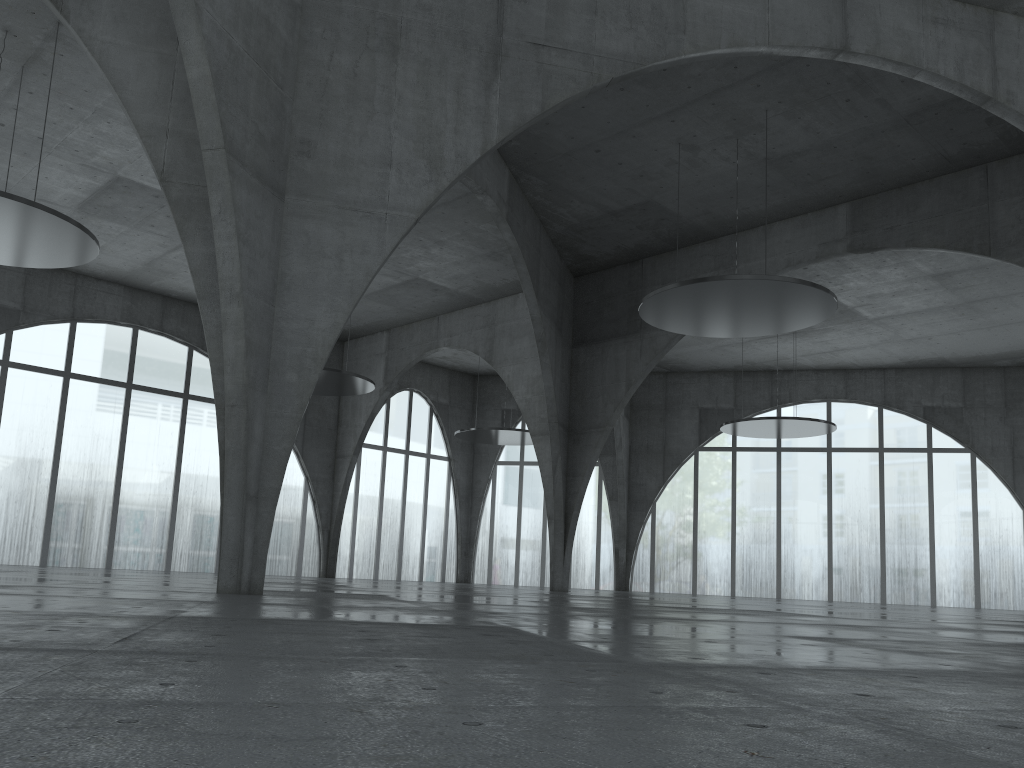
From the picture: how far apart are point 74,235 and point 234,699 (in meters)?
40.51
